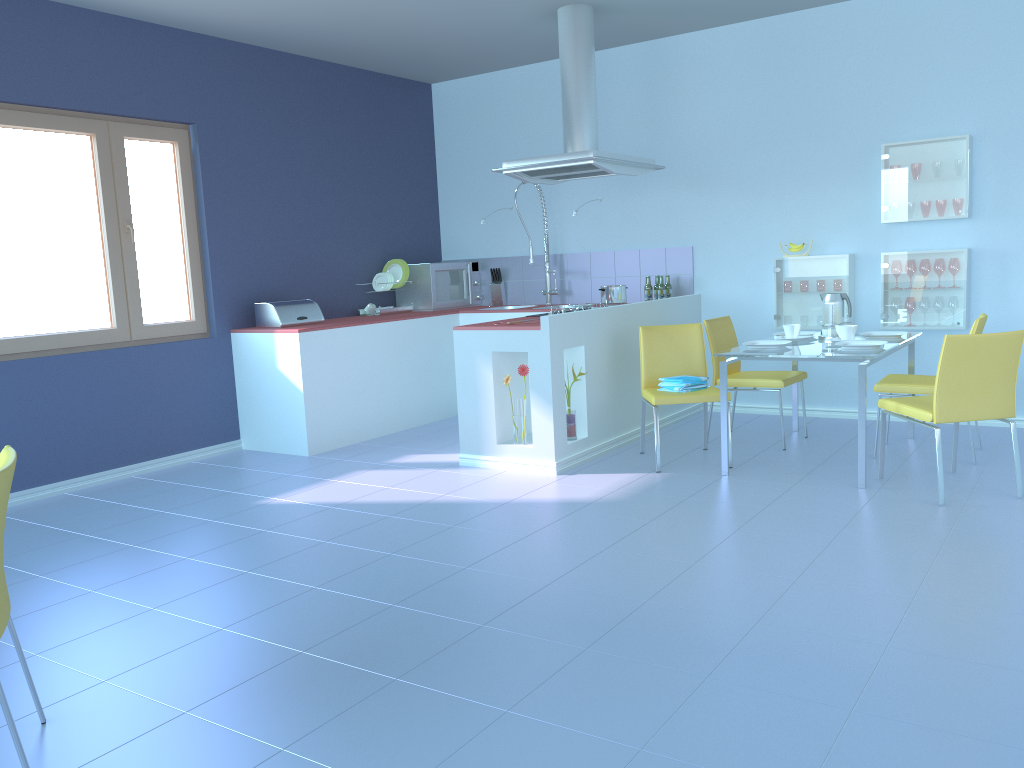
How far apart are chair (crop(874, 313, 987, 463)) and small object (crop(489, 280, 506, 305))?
3.0m

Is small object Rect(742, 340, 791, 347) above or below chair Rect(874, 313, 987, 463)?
above

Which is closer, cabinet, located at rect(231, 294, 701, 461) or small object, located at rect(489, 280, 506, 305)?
cabinet, located at rect(231, 294, 701, 461)

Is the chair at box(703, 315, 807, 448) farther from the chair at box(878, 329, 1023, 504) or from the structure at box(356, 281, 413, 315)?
the structure at box(356, 281, 413, 315)

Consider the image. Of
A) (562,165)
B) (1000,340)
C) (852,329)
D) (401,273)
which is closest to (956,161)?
(852,329)

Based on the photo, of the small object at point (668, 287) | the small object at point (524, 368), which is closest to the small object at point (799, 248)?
the small object at point (668, 287)

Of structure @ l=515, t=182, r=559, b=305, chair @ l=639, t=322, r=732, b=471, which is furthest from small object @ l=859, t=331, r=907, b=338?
structure @ l=515, t=182, r=559, b=305

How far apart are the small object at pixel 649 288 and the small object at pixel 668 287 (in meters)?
0.13

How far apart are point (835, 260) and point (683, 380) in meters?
1.5

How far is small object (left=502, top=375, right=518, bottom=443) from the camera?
4.6m
